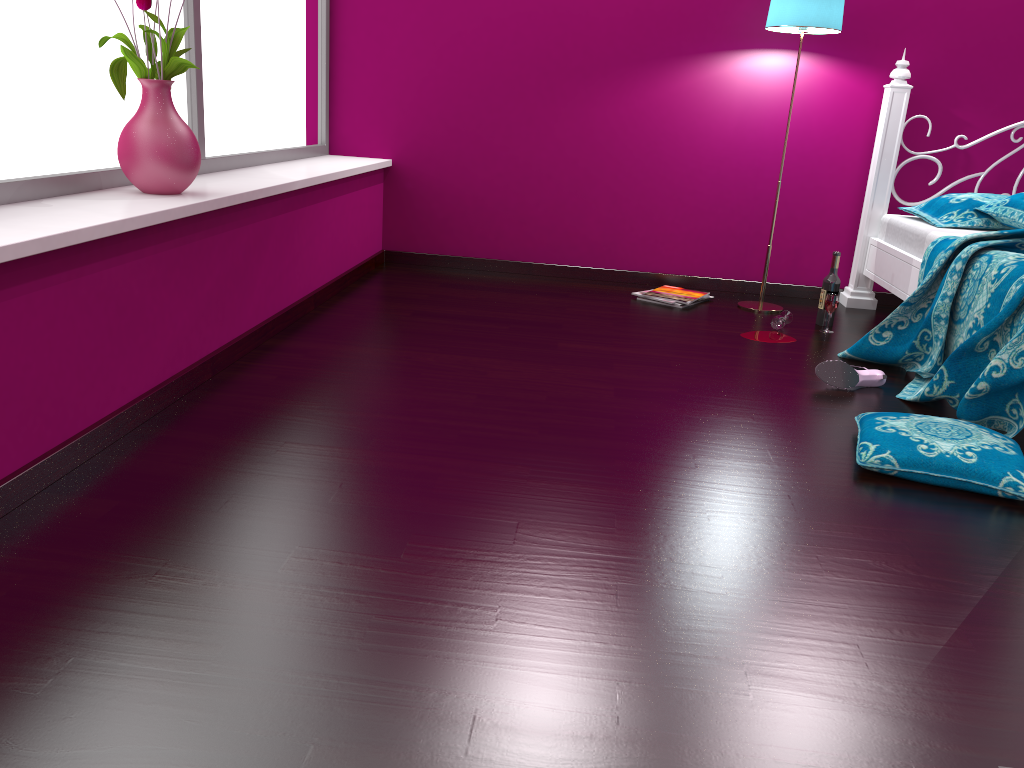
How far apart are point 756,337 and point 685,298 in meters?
0.6

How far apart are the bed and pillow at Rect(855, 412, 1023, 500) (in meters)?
0.22

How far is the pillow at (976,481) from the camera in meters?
2.0

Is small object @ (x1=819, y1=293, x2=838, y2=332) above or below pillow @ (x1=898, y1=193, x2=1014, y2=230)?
below

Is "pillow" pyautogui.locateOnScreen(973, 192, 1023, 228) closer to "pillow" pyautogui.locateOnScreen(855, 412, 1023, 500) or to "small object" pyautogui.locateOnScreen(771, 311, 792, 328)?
"small object" pyautogui.locateOnScreen(771, 311, 792, 328)

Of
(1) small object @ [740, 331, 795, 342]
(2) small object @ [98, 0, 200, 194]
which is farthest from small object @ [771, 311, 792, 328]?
(2) small object @ [98, 0, 200, 194]

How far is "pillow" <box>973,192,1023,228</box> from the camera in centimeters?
343cm

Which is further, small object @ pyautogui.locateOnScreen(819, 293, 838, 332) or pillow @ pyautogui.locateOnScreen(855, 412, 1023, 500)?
small object @ pyautogui.locateOnScreen(819, 293, 838, 332)

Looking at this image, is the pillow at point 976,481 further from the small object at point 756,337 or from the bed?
the small object at point 756,337

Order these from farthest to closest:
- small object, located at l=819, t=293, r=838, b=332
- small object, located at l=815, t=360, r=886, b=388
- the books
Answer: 1. the books
2. small object, located at l=819, t=293, r=838, b=332
3. small object, located at l=815, t=360, r=886, b=388
